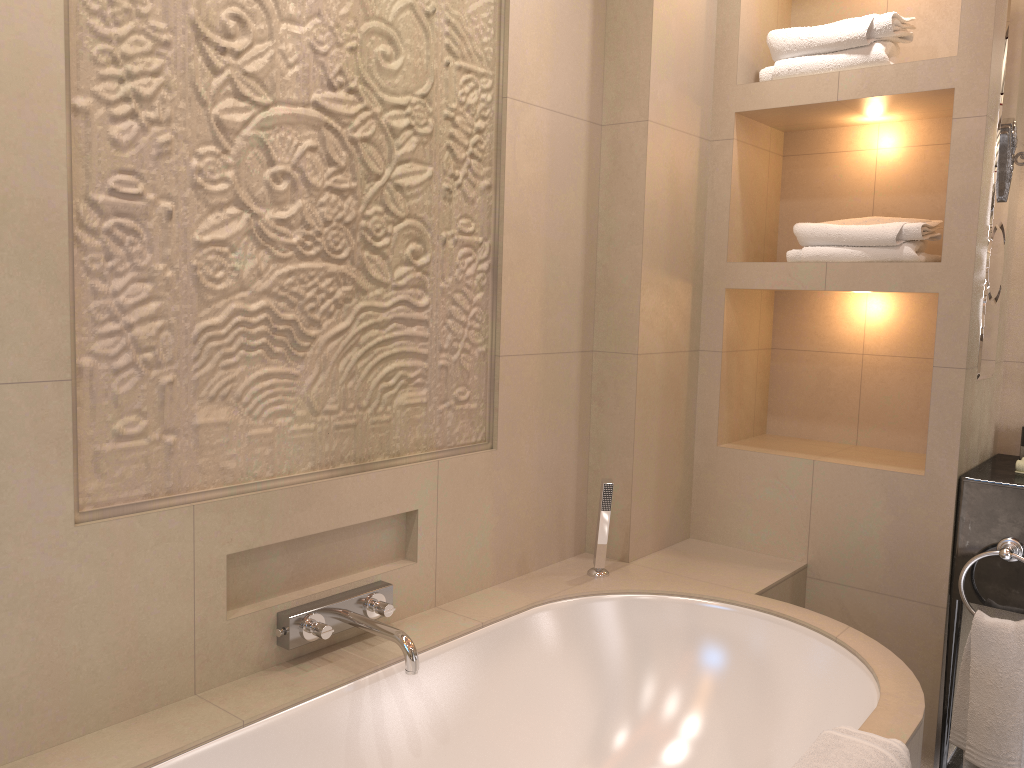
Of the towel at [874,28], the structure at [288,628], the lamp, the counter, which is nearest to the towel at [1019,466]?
the counter

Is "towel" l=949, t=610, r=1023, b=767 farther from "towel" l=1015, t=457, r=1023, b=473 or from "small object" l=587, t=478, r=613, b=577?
"small object" l=587, t=478, r=613, b=577

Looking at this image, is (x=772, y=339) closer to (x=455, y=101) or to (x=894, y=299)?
(x=894, y=299)

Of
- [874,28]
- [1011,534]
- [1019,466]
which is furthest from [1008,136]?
[1011,534]

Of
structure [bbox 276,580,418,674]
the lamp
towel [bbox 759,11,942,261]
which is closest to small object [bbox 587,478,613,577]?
structure [bbox 276,580,418,674]

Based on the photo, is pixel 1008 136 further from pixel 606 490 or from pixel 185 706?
pixel 185 706

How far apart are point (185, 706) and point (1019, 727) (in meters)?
1.95

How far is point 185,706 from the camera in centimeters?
160cm

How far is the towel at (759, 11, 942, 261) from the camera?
2.41m

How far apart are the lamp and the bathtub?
1.2 meters
